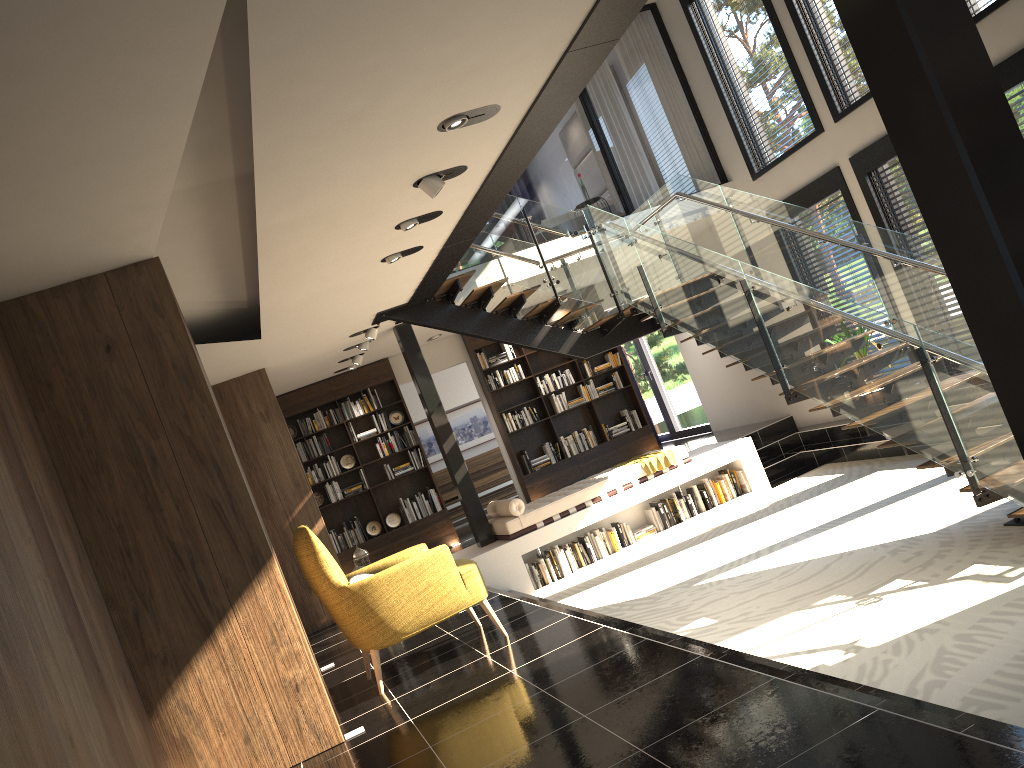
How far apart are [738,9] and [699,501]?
5.63m

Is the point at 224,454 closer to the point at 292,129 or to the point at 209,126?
the point at 209,126

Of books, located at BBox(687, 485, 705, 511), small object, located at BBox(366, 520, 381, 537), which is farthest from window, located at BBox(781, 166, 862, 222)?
small object, located at BBox(366, 520, 381, 537)

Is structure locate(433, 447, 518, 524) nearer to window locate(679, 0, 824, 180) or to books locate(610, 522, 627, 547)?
books locate(610, 522, 627, 547)

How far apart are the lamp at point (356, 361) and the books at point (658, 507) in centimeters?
392cm

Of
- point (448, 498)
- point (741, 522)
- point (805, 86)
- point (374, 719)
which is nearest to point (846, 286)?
point (741, 522)

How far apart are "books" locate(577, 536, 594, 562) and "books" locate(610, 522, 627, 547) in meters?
0.4 m

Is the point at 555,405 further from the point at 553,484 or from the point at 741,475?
the point at 741,475

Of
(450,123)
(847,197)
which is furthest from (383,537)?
(450,123)

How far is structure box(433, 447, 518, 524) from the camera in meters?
15.2
